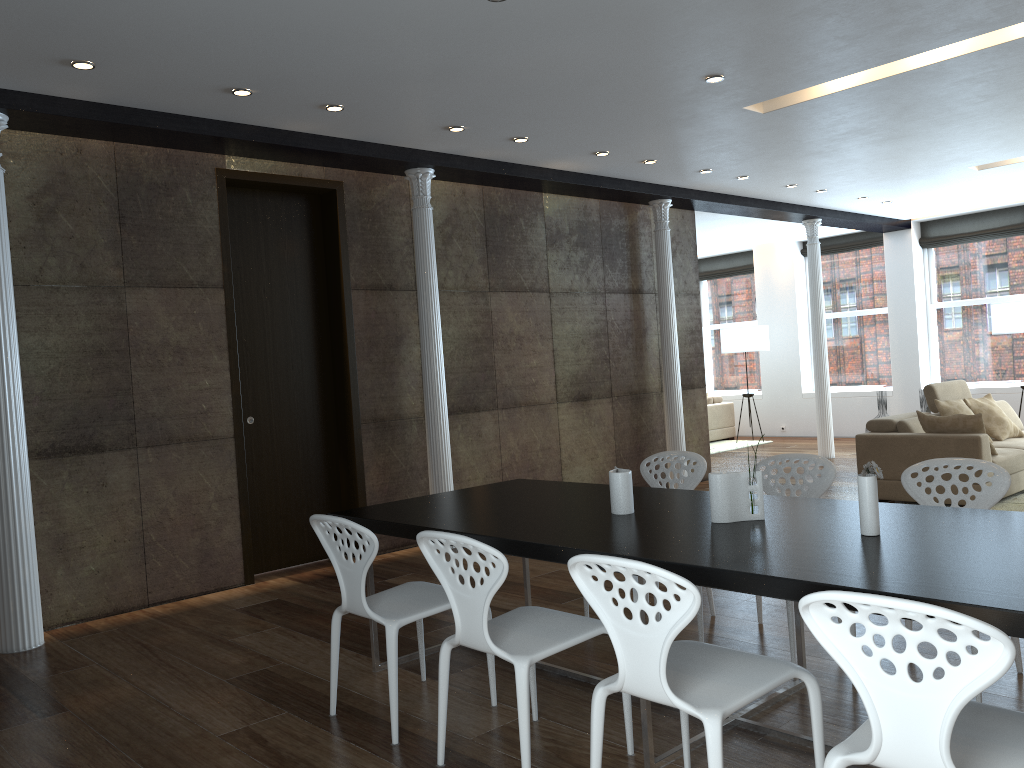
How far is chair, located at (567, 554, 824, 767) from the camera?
2.2m

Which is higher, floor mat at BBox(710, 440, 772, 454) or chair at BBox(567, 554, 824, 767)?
chair at BBox(567, 554, 824, 767)

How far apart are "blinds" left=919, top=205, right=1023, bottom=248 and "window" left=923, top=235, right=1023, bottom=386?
0.1m

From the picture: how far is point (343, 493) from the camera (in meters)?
6.73

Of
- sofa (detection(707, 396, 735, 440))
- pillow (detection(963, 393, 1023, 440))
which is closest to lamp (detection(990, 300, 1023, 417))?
pillow (detection(963, 393, 1023, 440))

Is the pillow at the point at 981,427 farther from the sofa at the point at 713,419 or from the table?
the sofa at the point at 713,419

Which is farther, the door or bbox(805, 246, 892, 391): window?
bbox(805, 246, 892, 391): window

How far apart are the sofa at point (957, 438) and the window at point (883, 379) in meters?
4.1 m

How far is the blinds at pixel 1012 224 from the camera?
11.5 meters

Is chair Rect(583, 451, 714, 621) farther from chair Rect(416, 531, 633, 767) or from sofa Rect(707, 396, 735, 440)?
sofa Rect(707, 396, 735, 440)
